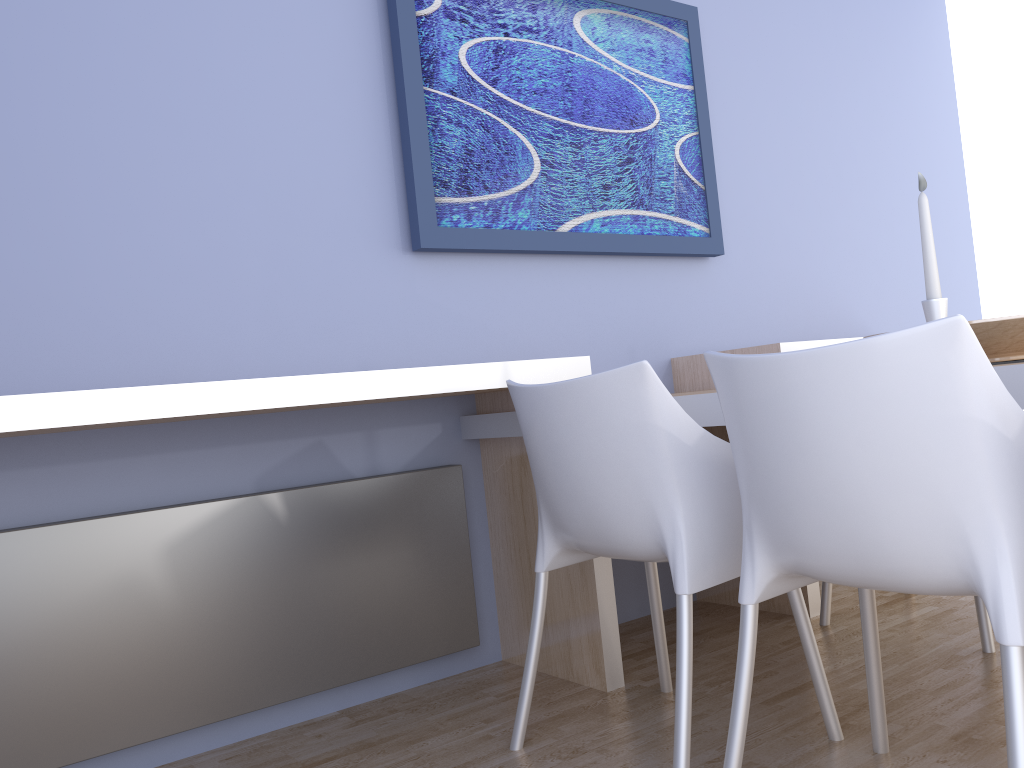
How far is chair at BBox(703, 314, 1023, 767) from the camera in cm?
115

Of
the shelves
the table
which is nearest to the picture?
the shelves

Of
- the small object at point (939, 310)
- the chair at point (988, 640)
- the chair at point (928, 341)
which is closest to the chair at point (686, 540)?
the chair at point (928, 341)

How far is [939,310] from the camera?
1.5 meters

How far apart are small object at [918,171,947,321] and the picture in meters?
1.3 m

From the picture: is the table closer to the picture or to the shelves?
the shelves

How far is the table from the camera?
1.3m

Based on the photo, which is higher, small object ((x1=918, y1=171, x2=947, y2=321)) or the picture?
the picture

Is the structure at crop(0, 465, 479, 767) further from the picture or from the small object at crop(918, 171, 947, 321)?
the small object at crop(918, 171, 947, 321)

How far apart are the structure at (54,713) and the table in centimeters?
11cm
